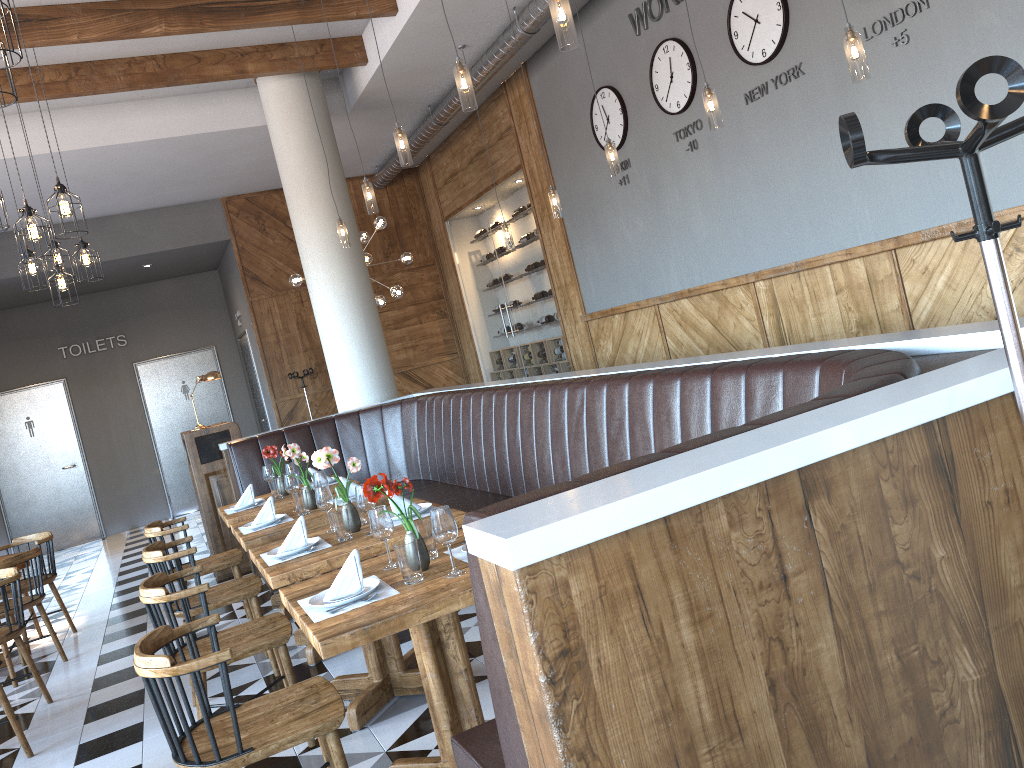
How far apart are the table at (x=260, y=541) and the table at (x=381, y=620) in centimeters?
140cm

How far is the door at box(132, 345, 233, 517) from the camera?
13.3m

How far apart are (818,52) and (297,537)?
4.13m

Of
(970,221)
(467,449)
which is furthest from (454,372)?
(970,221)

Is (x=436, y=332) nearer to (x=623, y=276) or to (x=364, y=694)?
(x=623, y=276)

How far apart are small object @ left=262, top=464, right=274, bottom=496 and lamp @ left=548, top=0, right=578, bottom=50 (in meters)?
3.84

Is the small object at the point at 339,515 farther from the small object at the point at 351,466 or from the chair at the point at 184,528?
the chair at the point at 184,528

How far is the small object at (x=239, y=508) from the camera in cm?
585

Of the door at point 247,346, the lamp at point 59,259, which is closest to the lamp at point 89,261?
the lamp at point 59,259

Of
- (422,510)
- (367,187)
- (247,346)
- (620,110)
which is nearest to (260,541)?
(422,510)
